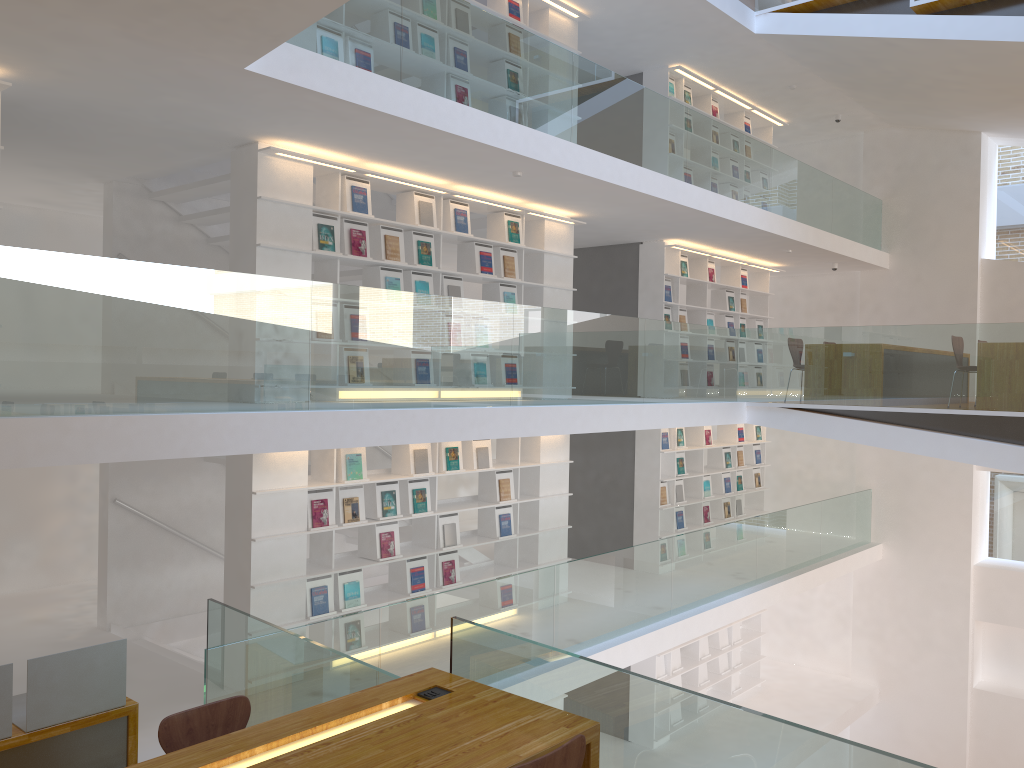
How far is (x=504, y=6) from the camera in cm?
811

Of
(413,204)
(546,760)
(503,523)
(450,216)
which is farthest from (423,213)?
(546,760)

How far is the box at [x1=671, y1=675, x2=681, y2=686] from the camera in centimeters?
1082cm

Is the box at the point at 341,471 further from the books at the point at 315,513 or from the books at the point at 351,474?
the books at the point at 315,513

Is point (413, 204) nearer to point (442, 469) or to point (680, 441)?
point (442, 469)

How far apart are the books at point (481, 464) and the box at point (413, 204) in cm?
210

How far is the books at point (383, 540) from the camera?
7.12m

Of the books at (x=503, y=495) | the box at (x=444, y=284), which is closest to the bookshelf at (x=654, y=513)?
the books at (x=503, y=495)

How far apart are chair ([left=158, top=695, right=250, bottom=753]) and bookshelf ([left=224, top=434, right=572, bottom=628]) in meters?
2.7

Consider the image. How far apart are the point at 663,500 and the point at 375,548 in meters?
4.4
